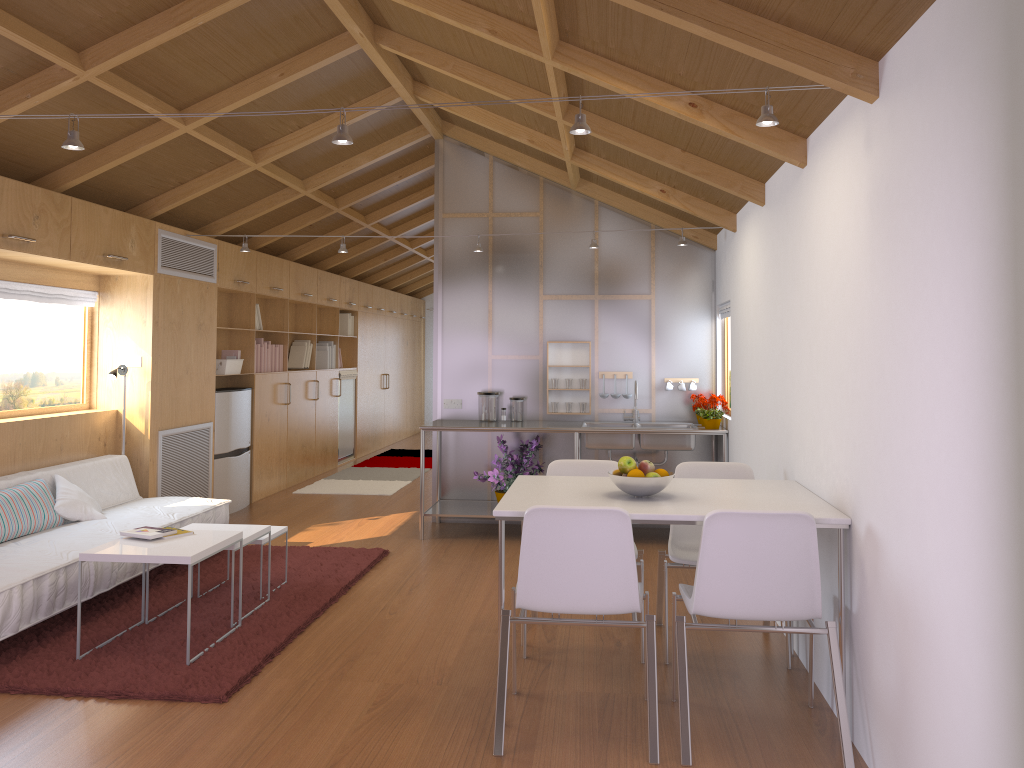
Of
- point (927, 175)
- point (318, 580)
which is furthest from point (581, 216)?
point (927, 175)

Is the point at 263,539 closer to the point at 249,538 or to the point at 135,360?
the point at 249,538

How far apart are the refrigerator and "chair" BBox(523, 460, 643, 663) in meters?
3.7

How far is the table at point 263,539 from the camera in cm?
463

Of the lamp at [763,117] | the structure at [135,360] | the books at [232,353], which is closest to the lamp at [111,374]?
the structure at [135,360]

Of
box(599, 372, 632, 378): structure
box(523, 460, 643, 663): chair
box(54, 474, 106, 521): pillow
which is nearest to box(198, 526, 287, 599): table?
box(54, 474, 106, 521): pillow

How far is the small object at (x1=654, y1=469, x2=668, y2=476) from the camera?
3.4 meters

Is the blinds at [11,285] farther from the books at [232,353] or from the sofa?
the books at [232,353]

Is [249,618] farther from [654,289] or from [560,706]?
[654,289]

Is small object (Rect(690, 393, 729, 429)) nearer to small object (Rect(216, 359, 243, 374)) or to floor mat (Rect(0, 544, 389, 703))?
floor mat (Rect(0, 544, 389, 703))
